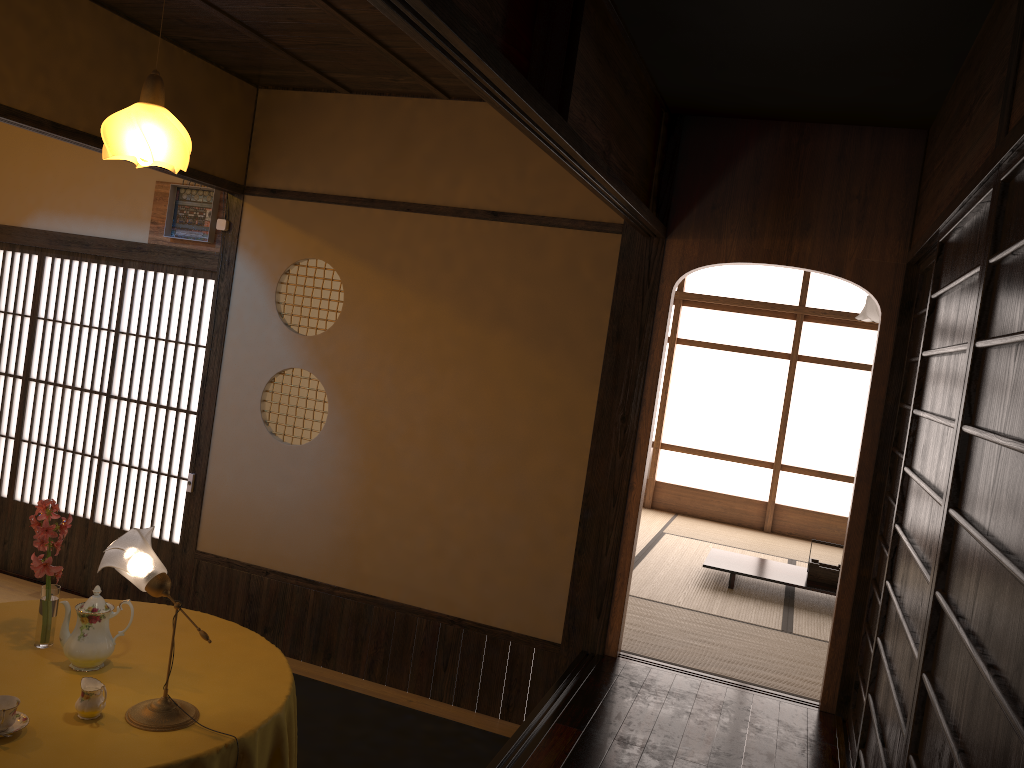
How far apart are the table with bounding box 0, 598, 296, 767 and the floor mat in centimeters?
85cm

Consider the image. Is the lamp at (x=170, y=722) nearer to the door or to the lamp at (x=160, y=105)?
the door

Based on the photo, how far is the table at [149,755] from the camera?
2.3m

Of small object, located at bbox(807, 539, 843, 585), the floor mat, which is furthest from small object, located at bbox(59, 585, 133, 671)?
small object, located at bbox(807, 539, 843, 585)

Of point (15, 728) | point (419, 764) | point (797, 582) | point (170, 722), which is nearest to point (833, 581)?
point (797, 582)

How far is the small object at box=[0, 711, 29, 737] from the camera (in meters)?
2.31

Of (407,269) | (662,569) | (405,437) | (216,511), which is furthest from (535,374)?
(662,569)

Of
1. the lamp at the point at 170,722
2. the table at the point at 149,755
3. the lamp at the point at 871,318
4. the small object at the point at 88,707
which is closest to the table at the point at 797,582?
the lamp at the point at 871,318

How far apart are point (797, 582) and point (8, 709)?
4.8 meters

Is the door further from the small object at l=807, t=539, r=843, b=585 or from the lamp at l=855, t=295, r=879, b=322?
the lamp at l=855, t=295, r=879, b=322
